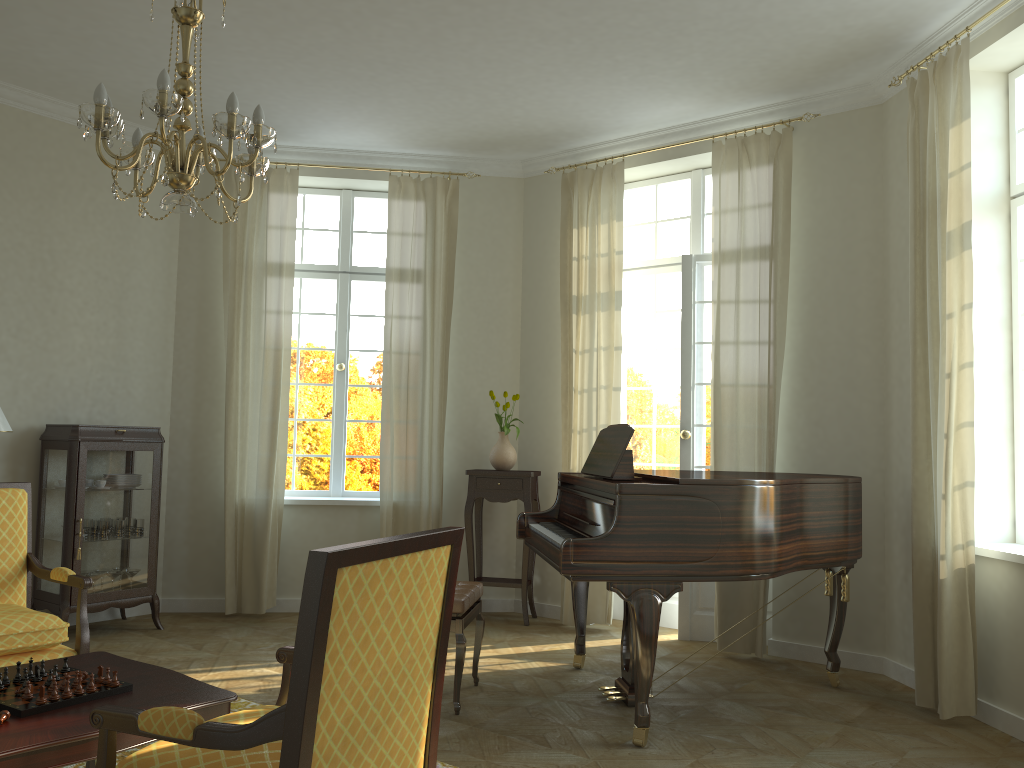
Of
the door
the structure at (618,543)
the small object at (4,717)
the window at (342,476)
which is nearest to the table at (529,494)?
the door

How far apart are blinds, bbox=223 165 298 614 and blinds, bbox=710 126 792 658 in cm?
316

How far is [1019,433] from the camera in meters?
4.6

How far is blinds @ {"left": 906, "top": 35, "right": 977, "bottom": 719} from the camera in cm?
430

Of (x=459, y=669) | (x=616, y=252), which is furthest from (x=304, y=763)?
(x=616, y=252)

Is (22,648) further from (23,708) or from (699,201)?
(699,201)

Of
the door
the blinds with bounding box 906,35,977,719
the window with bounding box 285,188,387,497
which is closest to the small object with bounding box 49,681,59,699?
the blinds with bounding box 906,35,977,719

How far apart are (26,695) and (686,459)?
4.43m

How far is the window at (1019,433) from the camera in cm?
465

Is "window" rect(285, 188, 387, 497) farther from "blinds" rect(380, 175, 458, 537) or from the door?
the door
